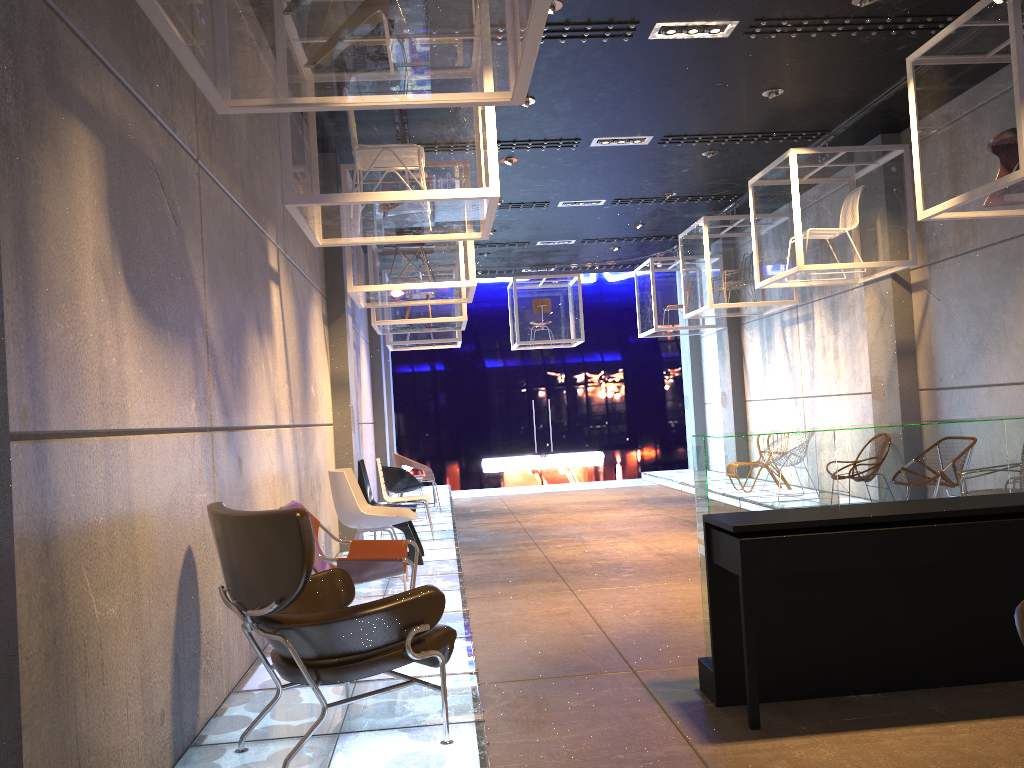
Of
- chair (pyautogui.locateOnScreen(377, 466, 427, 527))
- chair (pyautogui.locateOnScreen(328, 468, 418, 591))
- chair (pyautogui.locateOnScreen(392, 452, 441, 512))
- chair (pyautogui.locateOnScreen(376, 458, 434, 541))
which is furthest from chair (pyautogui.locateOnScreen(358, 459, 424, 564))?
chair (pyautogui.locateOnScreen(392, 452, 441, 512))

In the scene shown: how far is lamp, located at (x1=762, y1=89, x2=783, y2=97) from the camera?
7.72m

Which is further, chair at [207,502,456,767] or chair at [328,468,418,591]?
chair at [328,468,418,591]

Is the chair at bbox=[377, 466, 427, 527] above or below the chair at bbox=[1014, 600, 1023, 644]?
below

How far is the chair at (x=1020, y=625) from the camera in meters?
1.0

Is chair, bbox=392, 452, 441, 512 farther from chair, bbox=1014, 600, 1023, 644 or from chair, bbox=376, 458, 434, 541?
chair, bbox=1014, 600, 1023, 644

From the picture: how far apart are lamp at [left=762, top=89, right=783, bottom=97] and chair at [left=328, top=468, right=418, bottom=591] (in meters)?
4.74

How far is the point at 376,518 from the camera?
6.3 meters

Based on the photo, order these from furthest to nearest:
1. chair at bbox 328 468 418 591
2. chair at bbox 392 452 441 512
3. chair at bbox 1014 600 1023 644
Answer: chair at bbox 392 452 441 512, chair at bbox 328 468 418 591, chair at bbox 1014 600 1023 644

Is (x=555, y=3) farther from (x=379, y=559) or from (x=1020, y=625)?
(x=1020, y=625)
